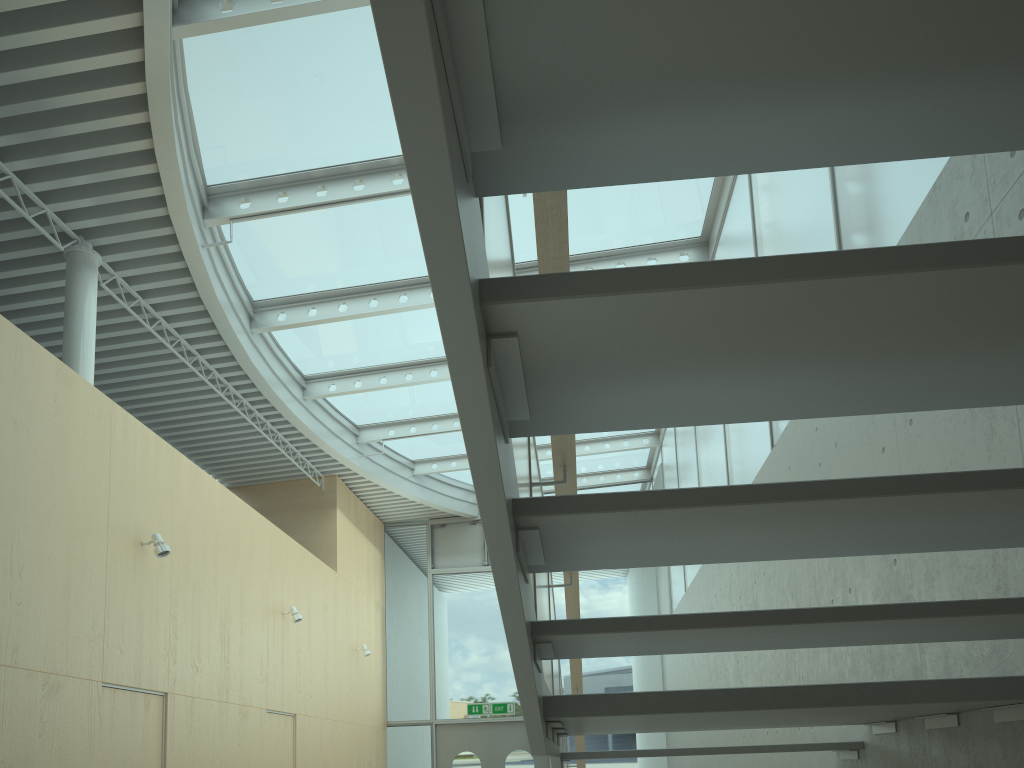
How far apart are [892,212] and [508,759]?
11.52m

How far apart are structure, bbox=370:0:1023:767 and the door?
7.9 meters

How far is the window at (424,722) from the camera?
13.6 meters

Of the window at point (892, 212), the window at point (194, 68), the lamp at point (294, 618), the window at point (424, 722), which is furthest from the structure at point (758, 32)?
the window at point (424, 722)

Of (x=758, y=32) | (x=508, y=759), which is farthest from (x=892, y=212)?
(x=508, y=759)

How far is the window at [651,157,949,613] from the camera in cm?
395

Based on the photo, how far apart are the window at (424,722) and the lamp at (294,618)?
5.1m

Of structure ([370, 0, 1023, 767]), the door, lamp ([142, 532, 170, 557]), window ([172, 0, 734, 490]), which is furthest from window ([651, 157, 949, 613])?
lamp ([142, 532, 170, 557])

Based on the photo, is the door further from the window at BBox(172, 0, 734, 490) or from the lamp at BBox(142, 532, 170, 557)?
the lamp at BBox(142, 532, 170, 557)

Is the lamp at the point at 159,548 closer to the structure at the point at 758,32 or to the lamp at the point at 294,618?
the lamp at the point at 294,618
